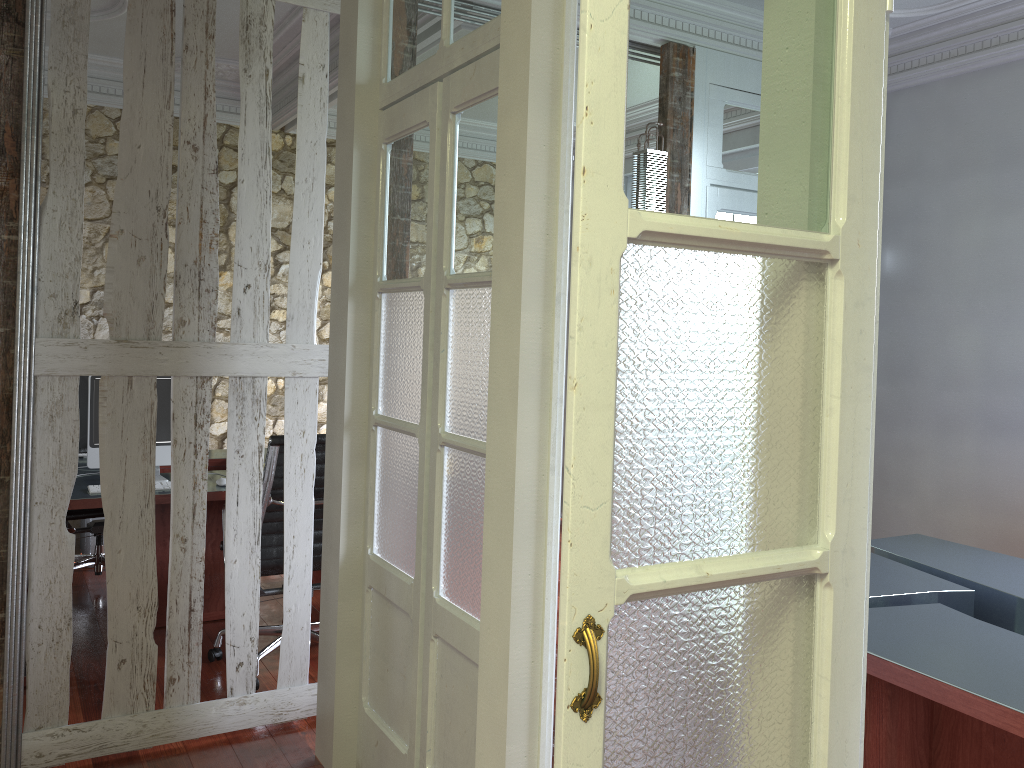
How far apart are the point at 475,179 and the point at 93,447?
2.5m

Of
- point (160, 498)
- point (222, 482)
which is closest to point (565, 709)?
point (160, 498)

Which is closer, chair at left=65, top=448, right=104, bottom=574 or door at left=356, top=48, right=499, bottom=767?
door at left=356, top=48, right=499, bottom=767

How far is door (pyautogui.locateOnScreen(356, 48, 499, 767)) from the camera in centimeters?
230cm

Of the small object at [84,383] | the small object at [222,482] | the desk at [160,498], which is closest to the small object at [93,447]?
the desk at [160,498]

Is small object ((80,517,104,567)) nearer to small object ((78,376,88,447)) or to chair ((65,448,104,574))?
chair ((65,448,104,574))

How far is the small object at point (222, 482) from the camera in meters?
4.0

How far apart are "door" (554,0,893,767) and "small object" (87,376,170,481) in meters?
3.4 m

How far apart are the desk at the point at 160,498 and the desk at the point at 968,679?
2.6m

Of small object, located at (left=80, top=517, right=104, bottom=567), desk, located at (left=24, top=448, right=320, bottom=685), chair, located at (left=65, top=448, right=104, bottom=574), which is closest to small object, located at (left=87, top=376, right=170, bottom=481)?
desk, located at (left=24, top=448, right=320, bottom=685)
